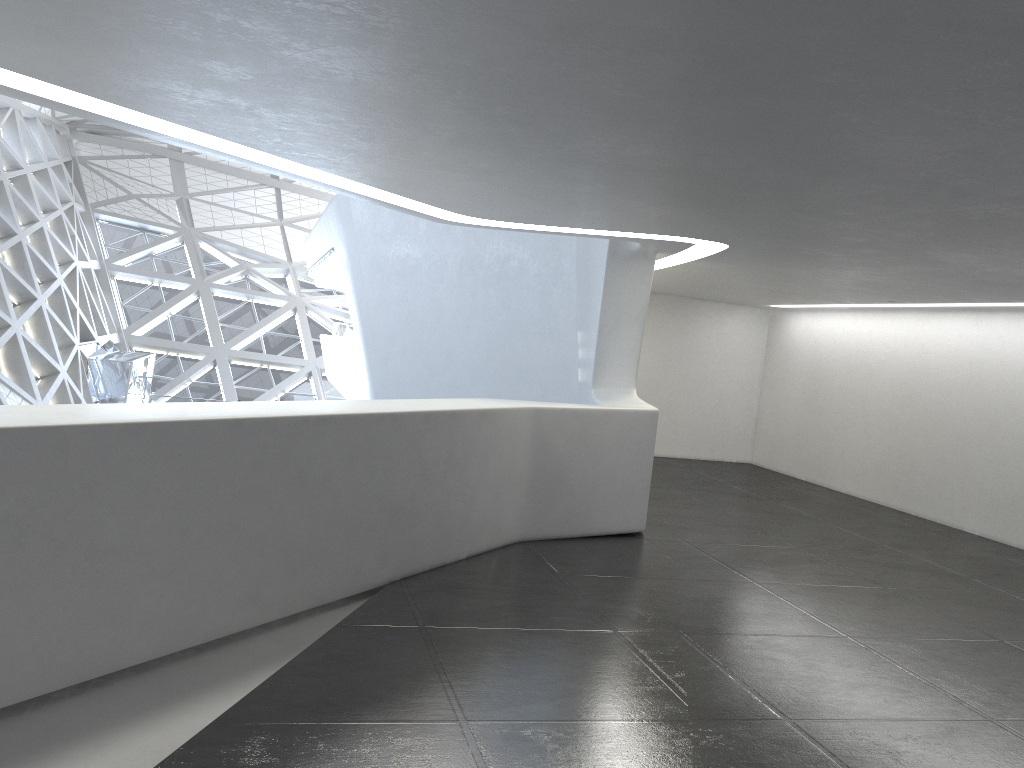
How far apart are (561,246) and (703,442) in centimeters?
729cm
